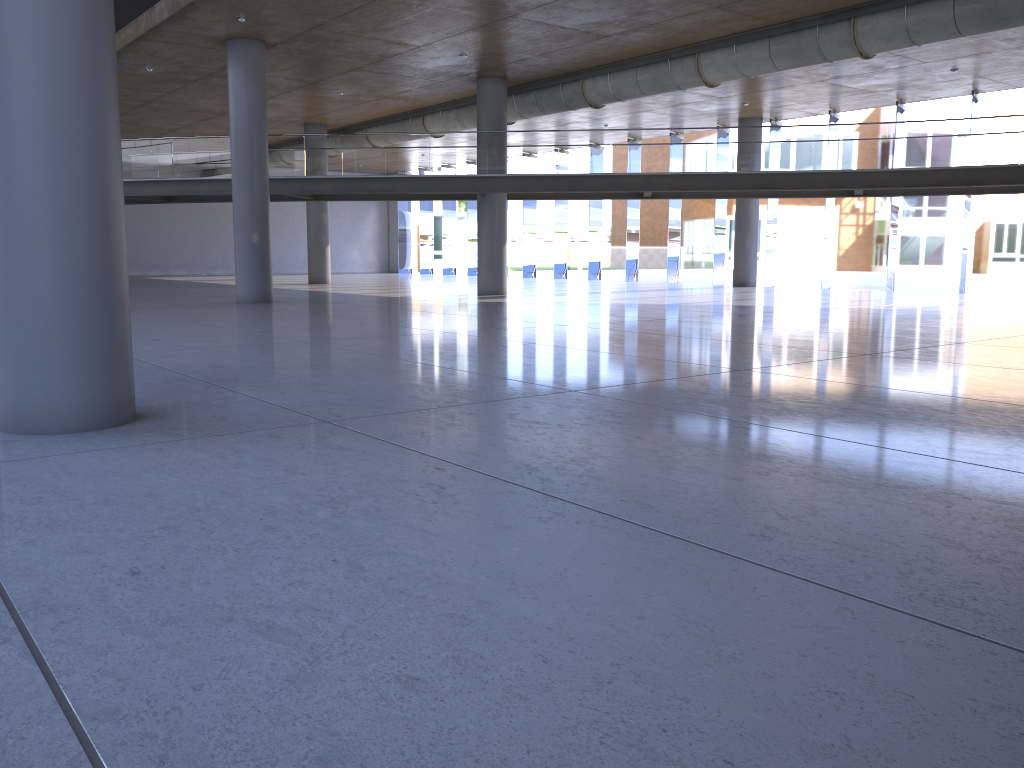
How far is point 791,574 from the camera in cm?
305
